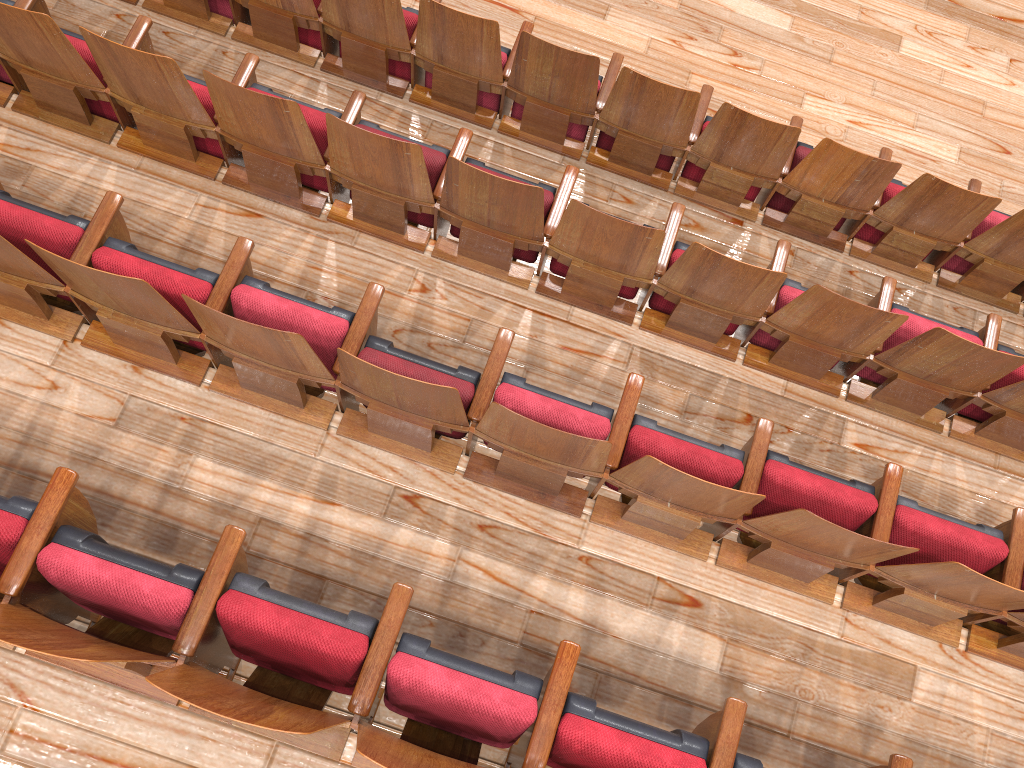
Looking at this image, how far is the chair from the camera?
0.2 meters

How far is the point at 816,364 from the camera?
0.3m

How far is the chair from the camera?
0.2 meters

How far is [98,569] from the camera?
0.18m
